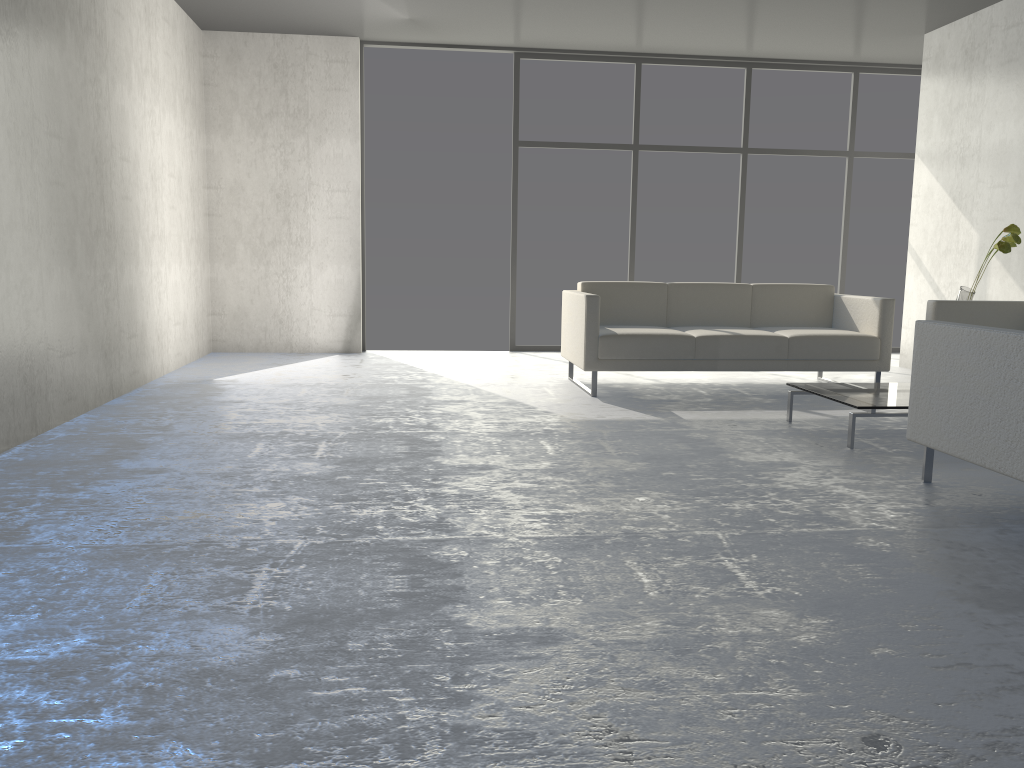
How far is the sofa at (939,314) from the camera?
5.10m

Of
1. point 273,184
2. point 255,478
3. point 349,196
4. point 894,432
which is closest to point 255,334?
point 273,184

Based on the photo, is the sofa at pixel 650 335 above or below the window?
below

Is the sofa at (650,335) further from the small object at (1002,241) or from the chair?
the chair

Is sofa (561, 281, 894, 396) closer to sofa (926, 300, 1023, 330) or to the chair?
sofa (926, 300, 1023, 330)

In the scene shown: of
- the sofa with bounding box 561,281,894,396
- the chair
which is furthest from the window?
the chair

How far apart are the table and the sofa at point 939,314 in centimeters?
92cm

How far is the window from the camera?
7.4 meters

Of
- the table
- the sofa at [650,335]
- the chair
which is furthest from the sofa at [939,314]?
the chair

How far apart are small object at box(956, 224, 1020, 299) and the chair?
2.5 meters
